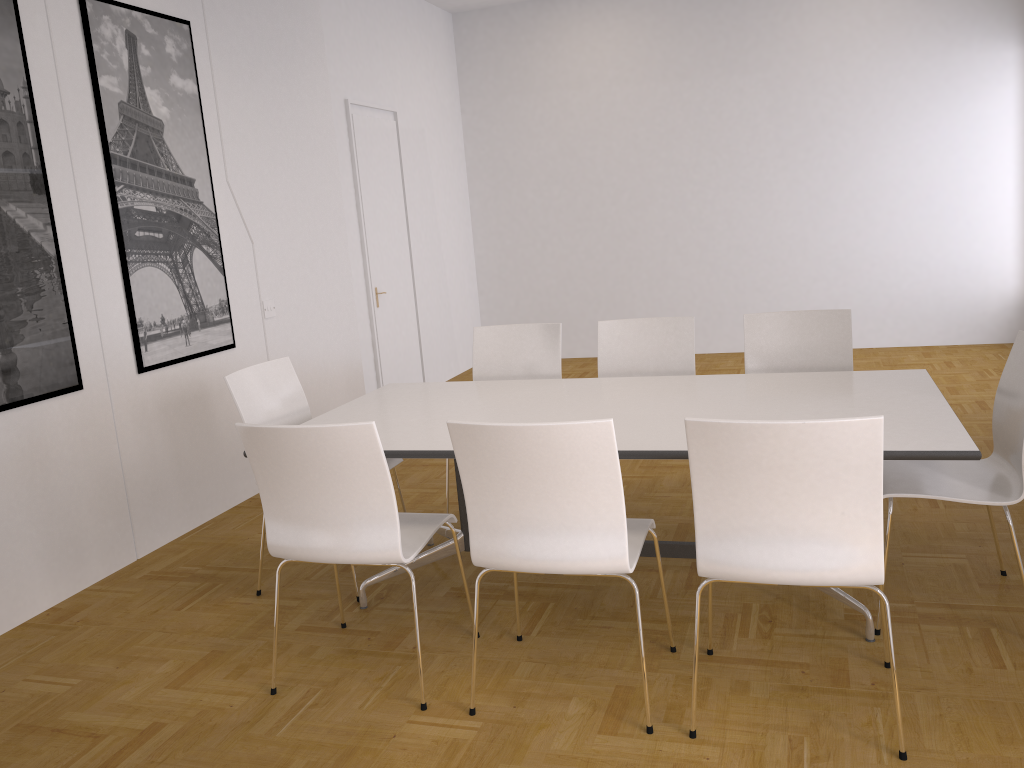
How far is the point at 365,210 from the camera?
6.9m

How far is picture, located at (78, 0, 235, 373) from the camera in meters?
4.2 m

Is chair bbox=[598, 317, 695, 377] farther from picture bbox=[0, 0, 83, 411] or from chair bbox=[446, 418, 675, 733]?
picture bbox=[0, 0, 83, 411]

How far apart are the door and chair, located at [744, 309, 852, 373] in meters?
3.6 m

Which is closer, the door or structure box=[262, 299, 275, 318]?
structure box=[262, 299, 275, 318]

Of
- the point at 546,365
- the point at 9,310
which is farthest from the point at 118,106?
the point at 546,365

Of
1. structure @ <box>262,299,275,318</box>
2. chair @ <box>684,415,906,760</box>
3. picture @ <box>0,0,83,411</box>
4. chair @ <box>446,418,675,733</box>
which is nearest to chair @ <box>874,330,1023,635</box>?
chair @ <box>684,415,906,760</box>

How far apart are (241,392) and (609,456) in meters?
1.9

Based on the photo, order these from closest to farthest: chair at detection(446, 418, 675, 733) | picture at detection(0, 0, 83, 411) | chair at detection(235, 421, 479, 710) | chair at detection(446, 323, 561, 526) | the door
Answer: Result: 1. chair at detection(446, 418, 675, 733)
2. chair at detection(235, 421, 479, 710)
3. picture at detection(0, 0, 83, 411)
4. chair at detection(446, 323, 561, 526)
5. the door

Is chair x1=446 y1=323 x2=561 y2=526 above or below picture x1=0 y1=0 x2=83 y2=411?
below
